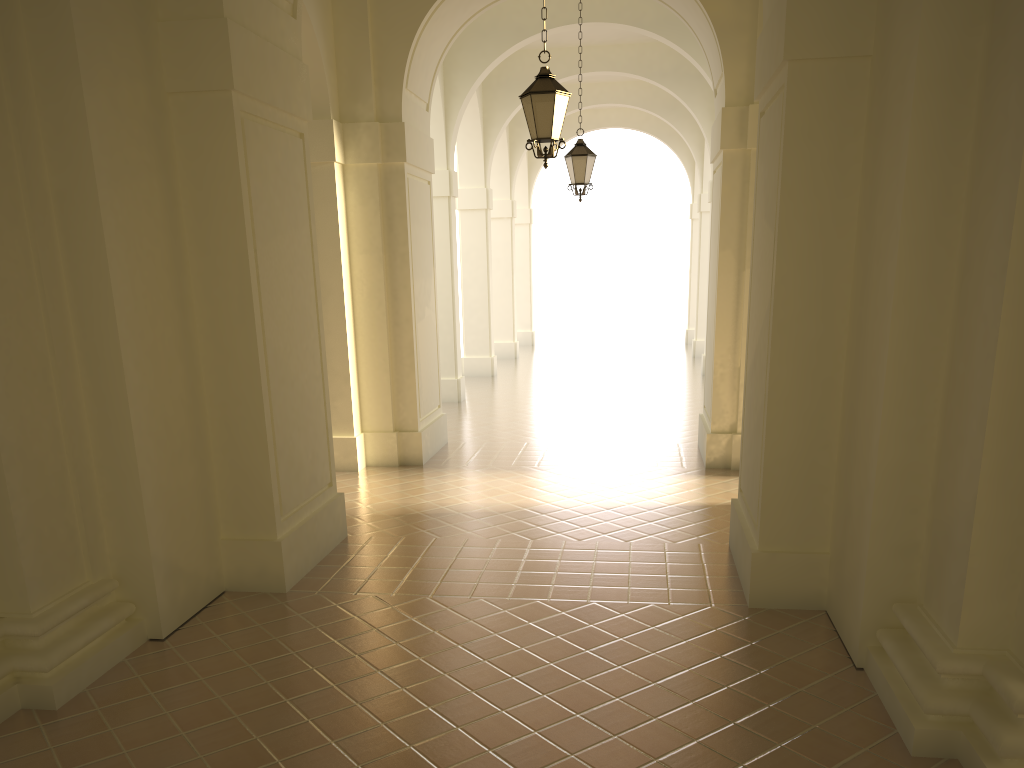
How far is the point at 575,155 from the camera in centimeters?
1355cm

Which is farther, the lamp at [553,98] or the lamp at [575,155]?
the lamp at [575,155]

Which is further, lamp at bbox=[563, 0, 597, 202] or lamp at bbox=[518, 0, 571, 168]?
lamp at bbox=[563, 0, 597, 202]

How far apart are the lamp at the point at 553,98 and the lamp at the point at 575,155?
4.84m

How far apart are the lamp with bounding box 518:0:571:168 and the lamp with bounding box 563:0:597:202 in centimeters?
484cm

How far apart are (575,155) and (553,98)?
5.0 meters

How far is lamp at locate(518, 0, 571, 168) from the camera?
8.59m

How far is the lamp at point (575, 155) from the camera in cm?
1355

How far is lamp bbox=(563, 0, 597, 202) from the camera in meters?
13.5 m
